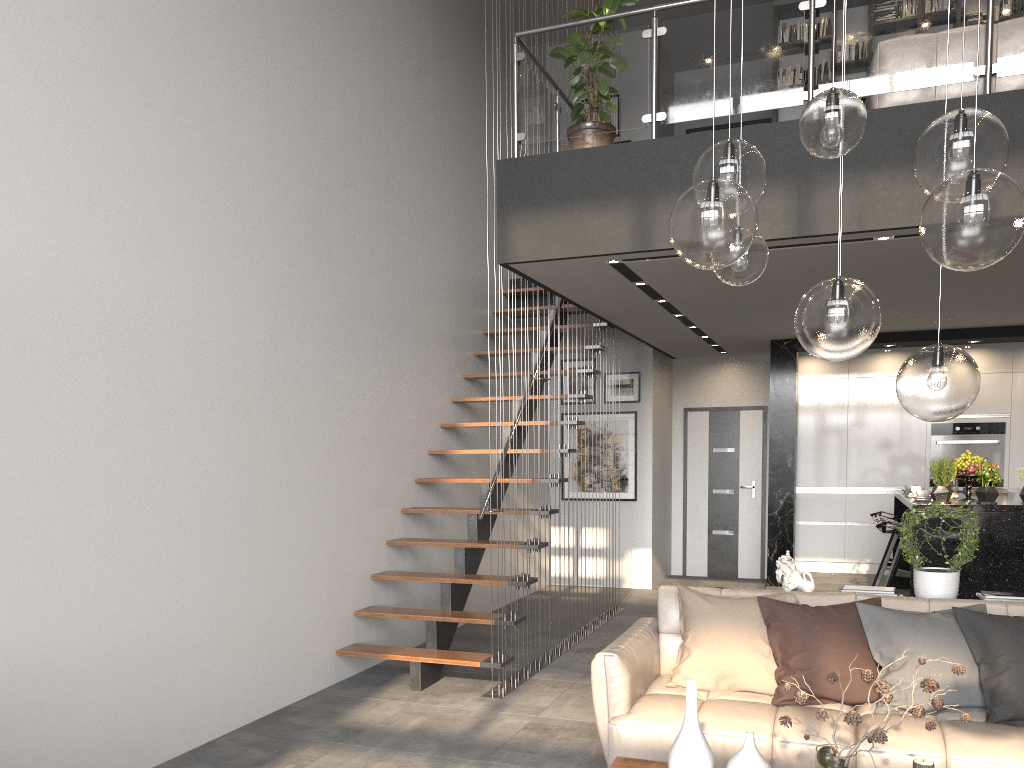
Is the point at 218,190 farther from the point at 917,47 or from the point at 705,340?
the point at 705,340

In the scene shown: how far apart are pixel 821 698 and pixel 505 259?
2.97m

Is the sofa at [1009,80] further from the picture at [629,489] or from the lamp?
the picture at [629,489]

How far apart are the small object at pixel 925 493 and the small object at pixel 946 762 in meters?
4.0 m

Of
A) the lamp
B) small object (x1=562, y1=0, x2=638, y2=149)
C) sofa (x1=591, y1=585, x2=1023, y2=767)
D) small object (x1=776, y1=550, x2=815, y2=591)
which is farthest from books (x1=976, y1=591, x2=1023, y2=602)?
small object (x1=562, y1=0, x2=638, y2=149)

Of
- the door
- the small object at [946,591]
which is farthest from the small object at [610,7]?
the door

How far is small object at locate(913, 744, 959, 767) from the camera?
2.72m

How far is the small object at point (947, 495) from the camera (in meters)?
5.96

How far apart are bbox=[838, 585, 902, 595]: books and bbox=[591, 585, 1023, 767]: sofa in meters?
0.3

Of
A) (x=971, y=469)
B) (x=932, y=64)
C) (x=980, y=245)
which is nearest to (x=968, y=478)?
(x=971, y=469)
